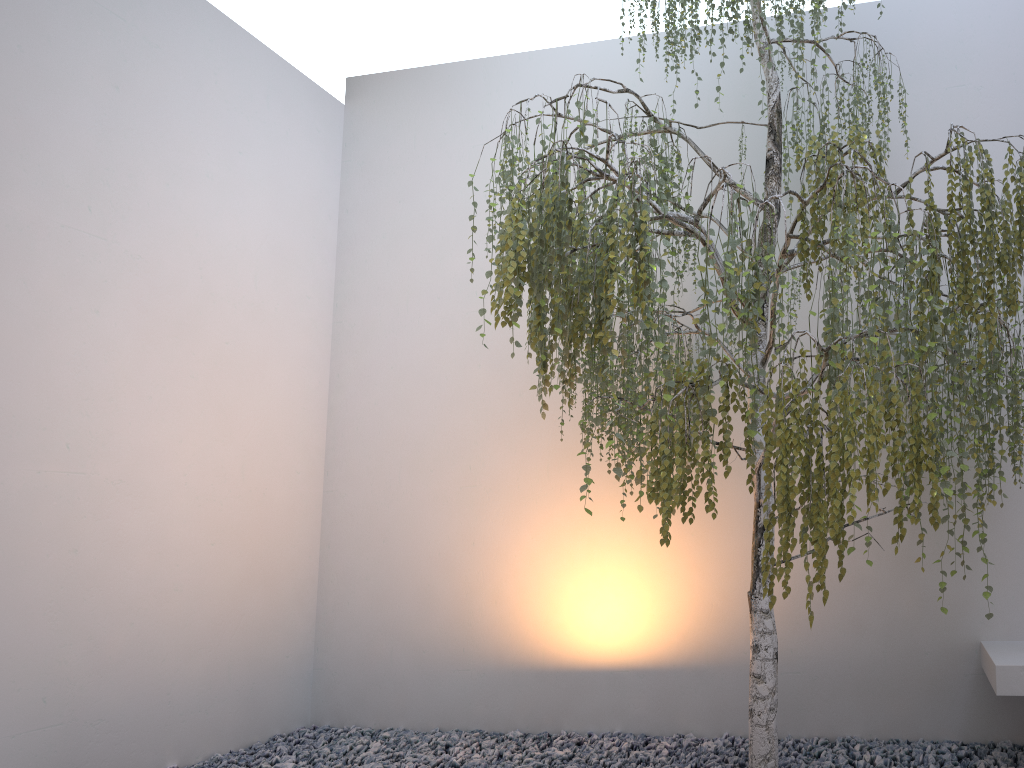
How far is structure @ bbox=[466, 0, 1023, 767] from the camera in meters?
2.1 m

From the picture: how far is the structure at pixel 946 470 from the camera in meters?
2.1

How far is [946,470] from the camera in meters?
2.1
